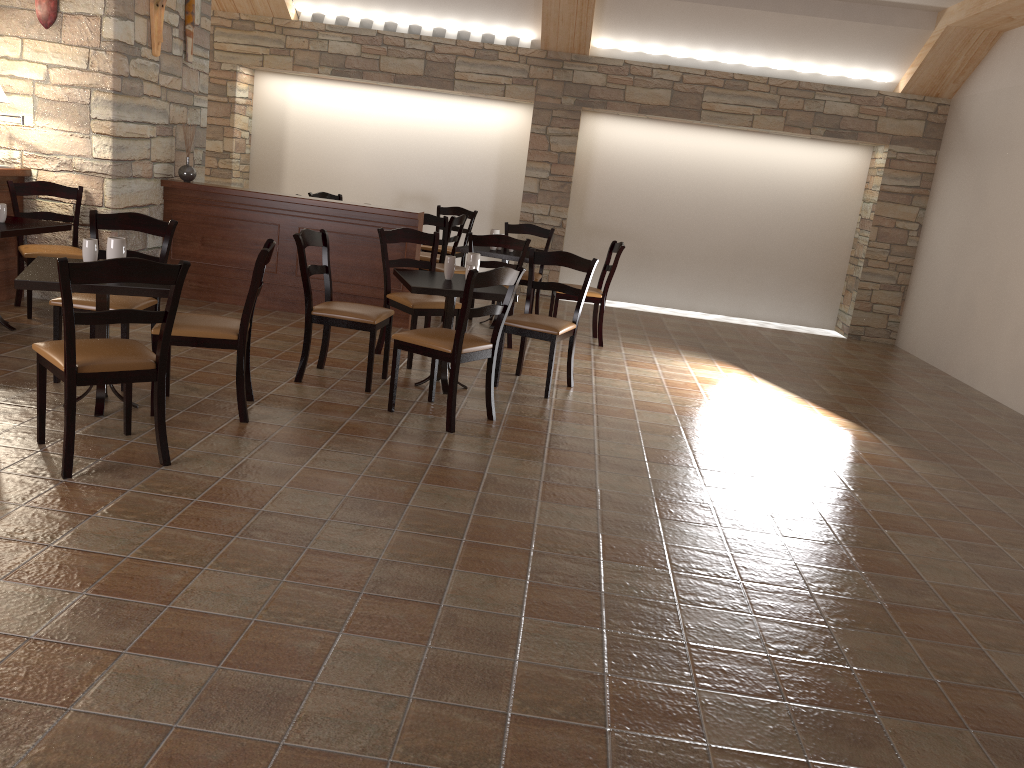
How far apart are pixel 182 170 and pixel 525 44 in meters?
4.0

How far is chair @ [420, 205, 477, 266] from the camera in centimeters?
942cm

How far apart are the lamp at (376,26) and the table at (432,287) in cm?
500

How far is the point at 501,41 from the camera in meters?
A: 9.2 m

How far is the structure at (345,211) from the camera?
6.85m

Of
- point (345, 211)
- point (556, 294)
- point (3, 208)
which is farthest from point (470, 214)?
point (3, 208)

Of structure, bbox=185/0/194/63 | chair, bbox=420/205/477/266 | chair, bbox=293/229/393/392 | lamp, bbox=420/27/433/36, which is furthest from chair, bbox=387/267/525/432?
lamp, bbox=420/27/433/36

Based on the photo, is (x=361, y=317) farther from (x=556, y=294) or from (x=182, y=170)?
(x=182, y=170)

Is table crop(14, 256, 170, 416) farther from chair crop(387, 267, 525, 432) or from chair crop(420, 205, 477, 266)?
chair crop(420, 205, 477, 266)

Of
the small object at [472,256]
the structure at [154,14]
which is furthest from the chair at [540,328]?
the structure at [154,14]
